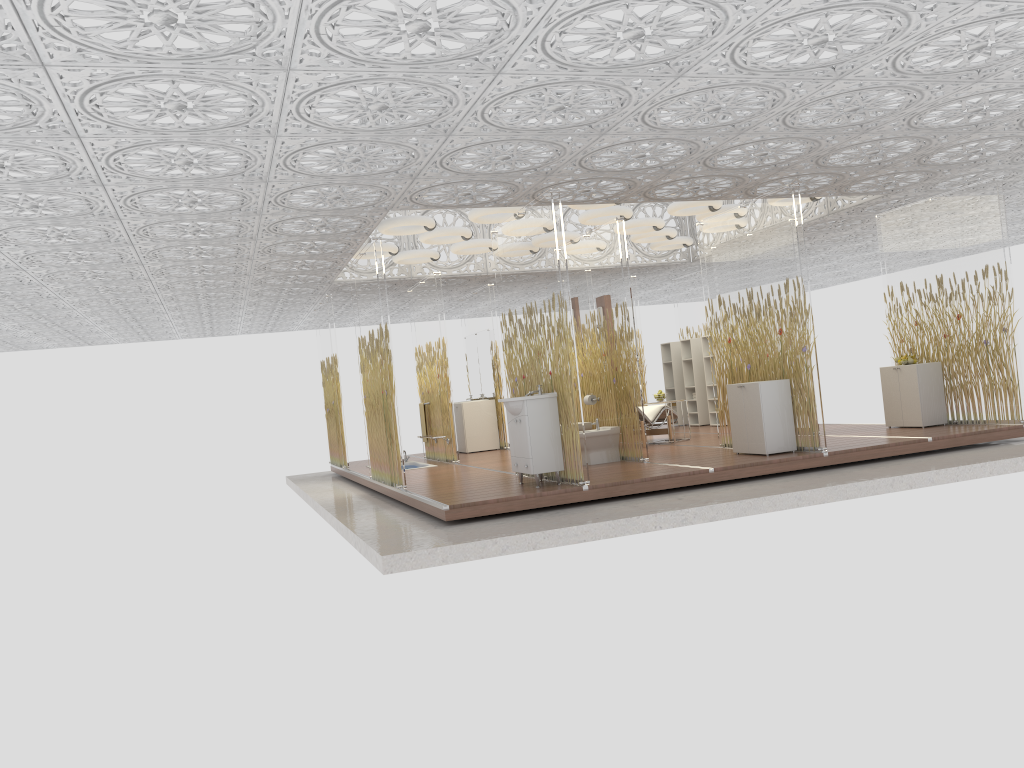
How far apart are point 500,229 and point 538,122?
2.70m

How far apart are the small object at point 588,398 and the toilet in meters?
0.5 m

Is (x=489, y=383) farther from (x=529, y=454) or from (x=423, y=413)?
(x=529, y=454)

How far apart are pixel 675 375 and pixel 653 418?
3.8m

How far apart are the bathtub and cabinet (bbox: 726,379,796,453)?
5.0m

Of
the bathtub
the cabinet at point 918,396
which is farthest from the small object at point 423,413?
the cabinet at point 918,396

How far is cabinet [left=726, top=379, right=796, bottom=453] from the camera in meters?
8.7

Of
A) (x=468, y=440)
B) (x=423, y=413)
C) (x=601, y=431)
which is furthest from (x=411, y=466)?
(x=601, y=431)

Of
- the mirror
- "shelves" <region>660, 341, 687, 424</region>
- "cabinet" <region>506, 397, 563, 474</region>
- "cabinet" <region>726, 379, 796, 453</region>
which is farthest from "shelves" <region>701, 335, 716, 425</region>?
"cabinet" <region>506, 397, 563, 474</region>

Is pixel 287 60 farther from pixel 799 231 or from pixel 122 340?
pixel 122 340
